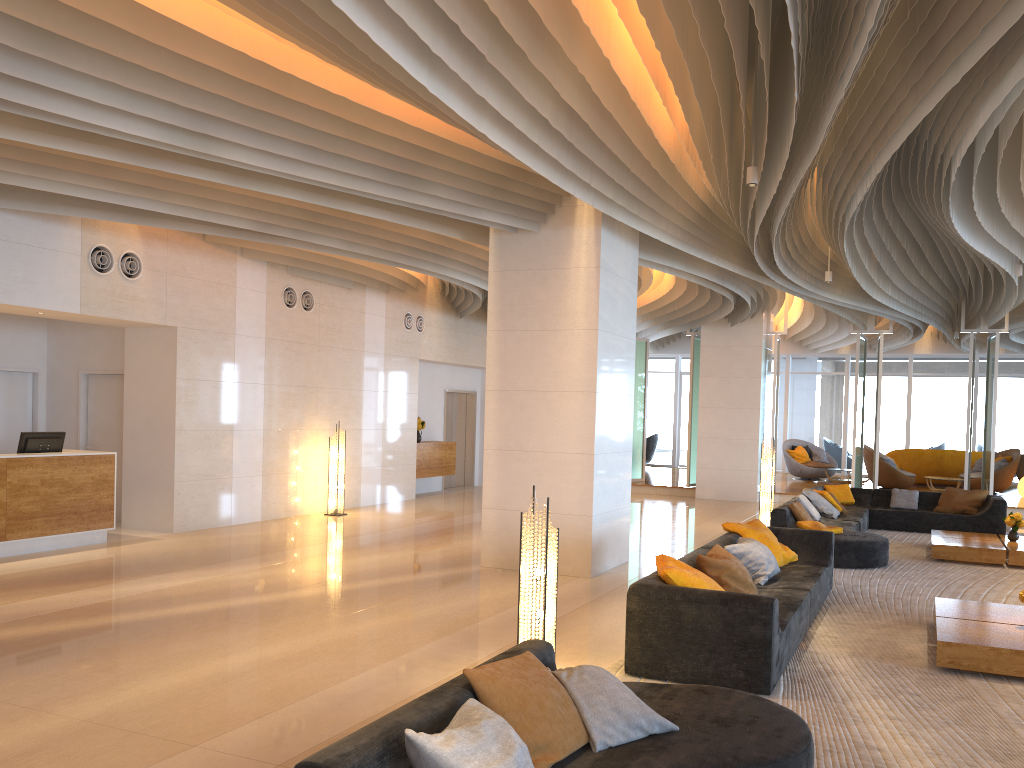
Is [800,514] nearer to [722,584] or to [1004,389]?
[722,584]

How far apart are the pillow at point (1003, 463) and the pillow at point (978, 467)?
0.6m

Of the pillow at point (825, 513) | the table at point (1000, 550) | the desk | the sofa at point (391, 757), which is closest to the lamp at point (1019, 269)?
the table at point (1000, 550)

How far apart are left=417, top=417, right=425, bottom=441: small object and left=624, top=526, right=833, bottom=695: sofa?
9.4m

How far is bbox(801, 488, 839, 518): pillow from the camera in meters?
12.3

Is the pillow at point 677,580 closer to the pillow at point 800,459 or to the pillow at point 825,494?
the pillow at point 825,494

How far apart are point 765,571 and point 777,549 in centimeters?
95cm

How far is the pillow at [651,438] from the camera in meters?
25.2 m

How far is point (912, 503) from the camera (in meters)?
13.82

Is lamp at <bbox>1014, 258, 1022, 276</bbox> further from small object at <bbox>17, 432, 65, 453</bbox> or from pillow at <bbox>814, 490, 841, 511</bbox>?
small object at <bbox>17, 432, 65, 453</bbox>
